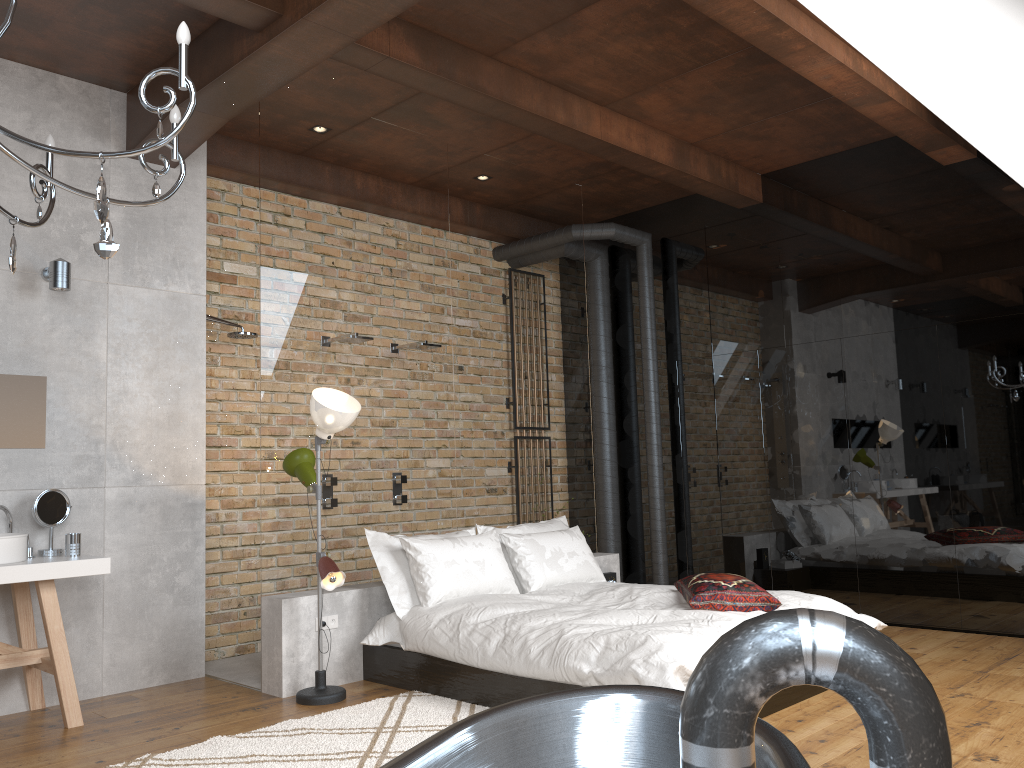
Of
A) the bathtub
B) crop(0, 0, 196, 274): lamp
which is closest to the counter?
crop(0, 0, 196, 274): lamp

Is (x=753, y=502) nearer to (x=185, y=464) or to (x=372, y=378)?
(x=372, y=378)

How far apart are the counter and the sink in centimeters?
4cm

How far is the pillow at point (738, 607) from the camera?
4.3m

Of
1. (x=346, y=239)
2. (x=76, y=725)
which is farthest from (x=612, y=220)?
(x=76, y=725)

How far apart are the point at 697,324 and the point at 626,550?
2.0 meters

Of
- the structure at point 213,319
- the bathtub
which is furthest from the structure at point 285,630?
the bathtub

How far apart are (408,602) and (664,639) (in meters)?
1.63

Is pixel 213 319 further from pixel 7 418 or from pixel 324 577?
pixel 324 577

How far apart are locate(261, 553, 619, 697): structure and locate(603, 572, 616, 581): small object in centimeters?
10cm
